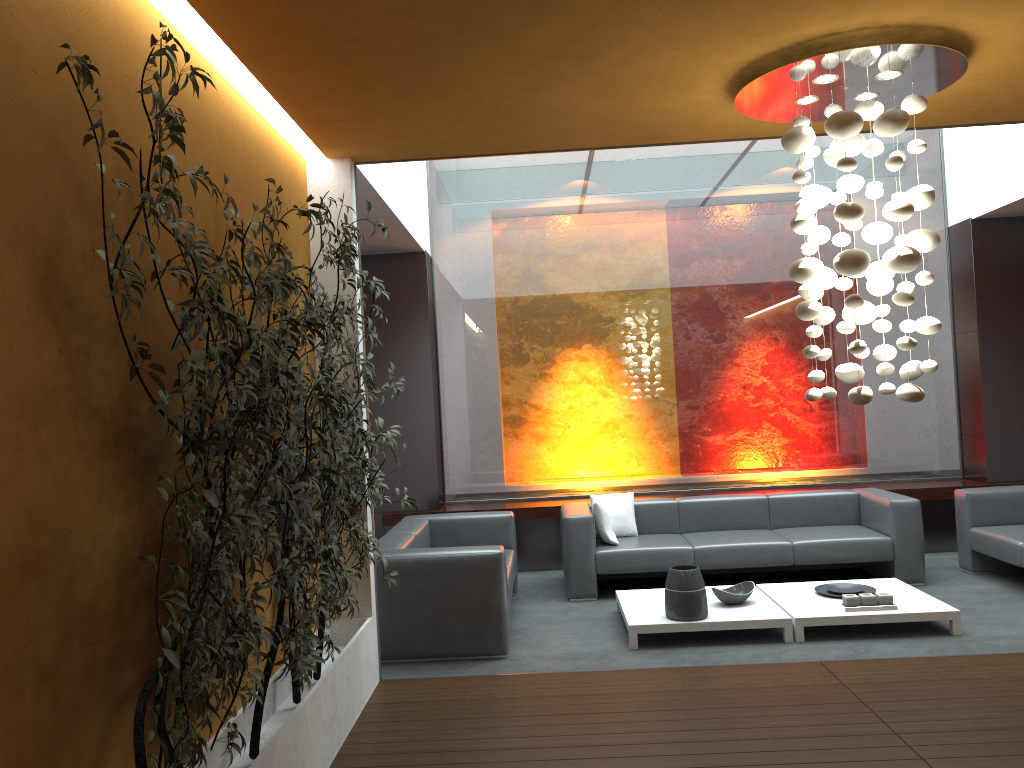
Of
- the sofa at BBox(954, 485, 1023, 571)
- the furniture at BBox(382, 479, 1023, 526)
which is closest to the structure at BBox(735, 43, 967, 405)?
the sofa at BBox(954, 485, 1023, 571)

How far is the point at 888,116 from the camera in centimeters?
377cm

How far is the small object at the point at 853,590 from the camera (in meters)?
6.04

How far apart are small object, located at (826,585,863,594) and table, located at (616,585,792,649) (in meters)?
0.49

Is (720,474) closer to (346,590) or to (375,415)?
(375,415)

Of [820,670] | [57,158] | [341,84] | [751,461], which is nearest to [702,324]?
[751,461]

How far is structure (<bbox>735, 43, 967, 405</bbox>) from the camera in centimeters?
377cm

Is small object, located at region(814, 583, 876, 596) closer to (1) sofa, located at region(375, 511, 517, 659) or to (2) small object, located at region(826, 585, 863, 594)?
(2) small object, located at region(826, 585, 863, 594)

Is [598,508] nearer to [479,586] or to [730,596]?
[730,596]

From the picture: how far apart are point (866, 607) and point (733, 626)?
0.9 meters
